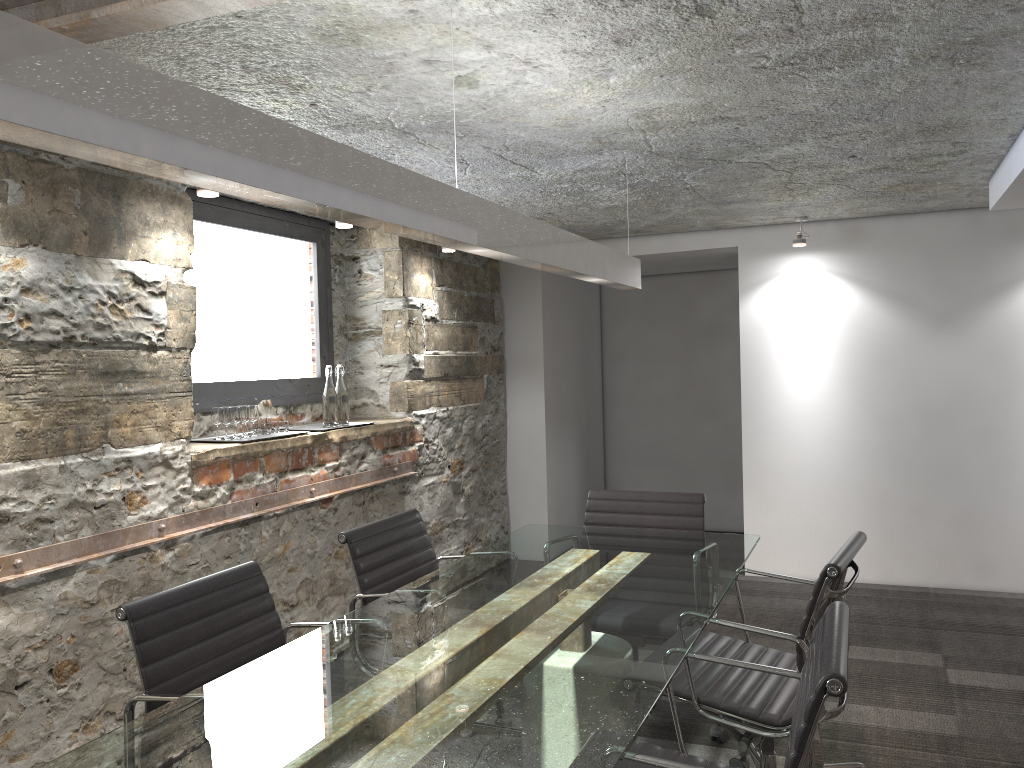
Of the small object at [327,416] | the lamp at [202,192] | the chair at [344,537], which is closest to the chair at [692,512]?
the chair at [344,537]

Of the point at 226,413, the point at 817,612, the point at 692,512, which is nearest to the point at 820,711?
the point at 817,612

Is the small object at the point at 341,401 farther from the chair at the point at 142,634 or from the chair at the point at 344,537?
the chair at the point at 142,634

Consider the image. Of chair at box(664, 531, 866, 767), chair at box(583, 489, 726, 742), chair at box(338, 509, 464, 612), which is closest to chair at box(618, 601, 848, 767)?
chair at box(664, 531, 866, 767)

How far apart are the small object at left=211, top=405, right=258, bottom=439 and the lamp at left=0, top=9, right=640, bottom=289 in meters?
1.6

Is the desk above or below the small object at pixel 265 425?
below

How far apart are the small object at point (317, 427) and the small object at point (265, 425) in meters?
0.4 m

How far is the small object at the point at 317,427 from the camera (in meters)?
4.28

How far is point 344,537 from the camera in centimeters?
283cm

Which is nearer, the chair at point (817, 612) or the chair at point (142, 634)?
the chair at point (142, 634)
